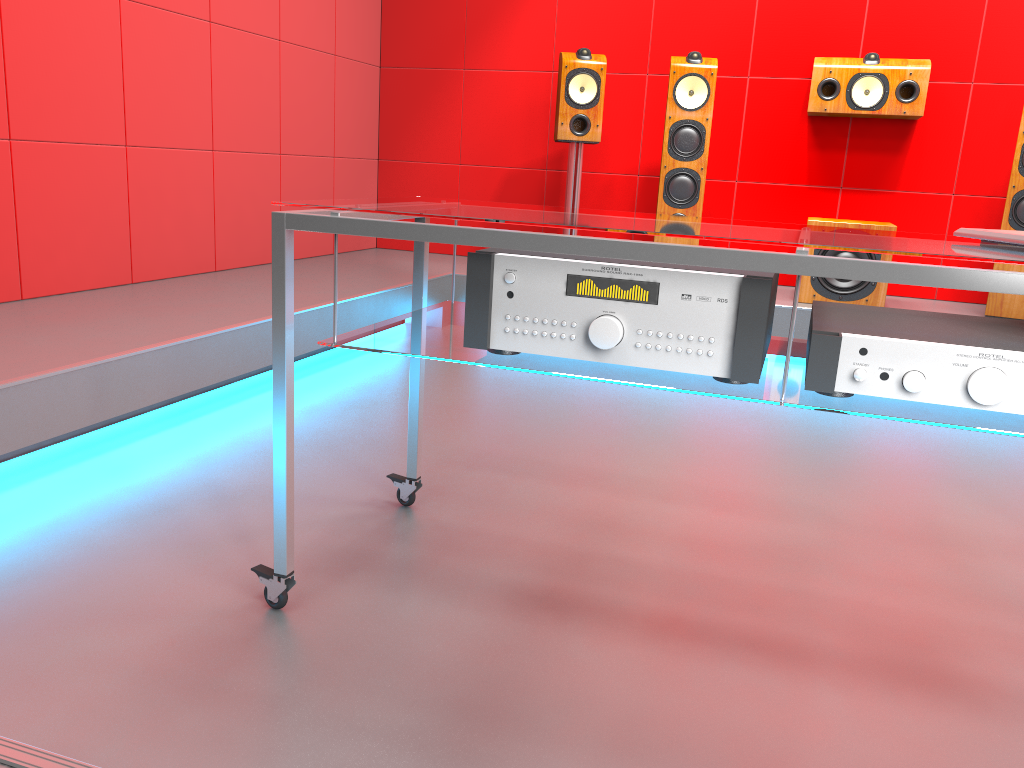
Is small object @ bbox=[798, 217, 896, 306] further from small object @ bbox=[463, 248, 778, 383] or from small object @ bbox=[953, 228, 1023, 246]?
small object @ bbox=[463, 248, 778, 383]

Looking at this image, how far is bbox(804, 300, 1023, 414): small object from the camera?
1.12m

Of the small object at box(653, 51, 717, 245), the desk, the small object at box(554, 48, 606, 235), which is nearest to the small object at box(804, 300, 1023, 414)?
the desk

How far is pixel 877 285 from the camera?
3.8 meters

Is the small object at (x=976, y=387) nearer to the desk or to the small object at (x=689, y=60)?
the desk

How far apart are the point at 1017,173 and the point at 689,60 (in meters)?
1.43

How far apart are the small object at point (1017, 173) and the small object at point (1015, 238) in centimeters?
269cm

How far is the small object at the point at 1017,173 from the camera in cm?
Result: 363

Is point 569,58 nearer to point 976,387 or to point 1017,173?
point 1017,173

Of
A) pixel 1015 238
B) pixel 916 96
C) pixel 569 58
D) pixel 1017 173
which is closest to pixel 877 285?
pixel 1017 173
